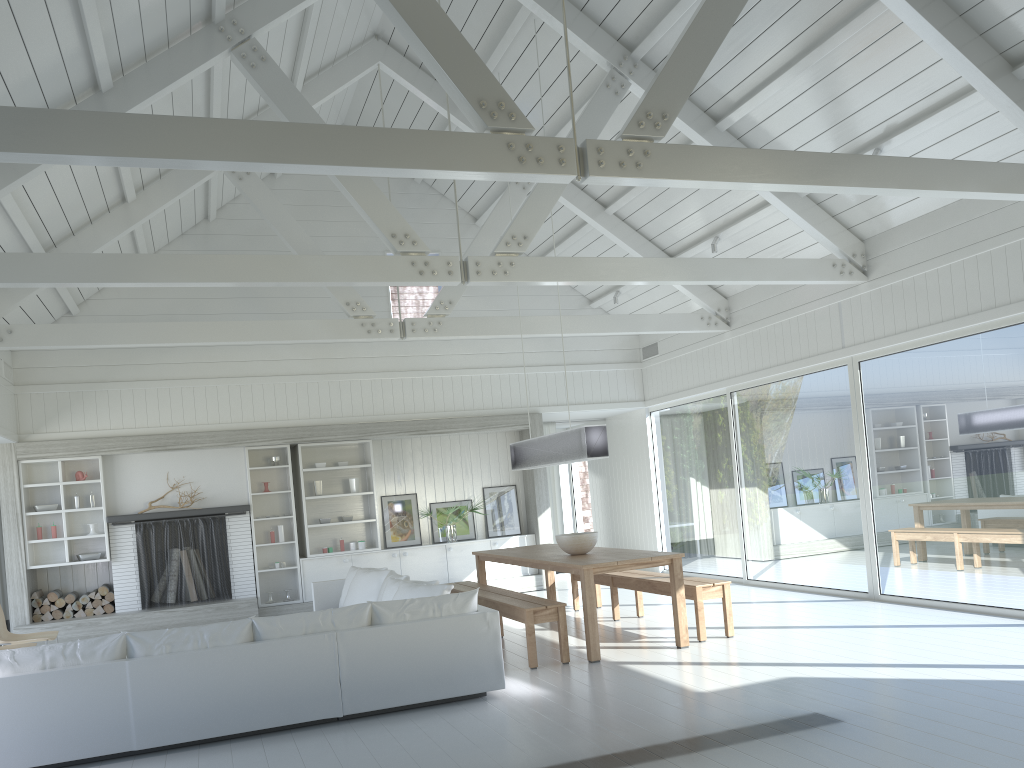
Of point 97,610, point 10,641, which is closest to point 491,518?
point 97,610

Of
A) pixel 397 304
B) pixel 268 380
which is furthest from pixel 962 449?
pixel 397 304

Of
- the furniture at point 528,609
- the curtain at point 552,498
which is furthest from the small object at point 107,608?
the curtain at point 552,498

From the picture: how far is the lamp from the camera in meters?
7.4 m

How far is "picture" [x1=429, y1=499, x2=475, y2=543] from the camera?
11.8m

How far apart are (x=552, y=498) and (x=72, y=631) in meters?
6.7 m

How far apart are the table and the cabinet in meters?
2.3

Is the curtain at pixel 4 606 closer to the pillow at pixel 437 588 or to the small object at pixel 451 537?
the small object at pixel 451 537

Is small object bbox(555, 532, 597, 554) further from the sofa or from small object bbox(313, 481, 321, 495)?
small object bbox(313, 481, 321, 495)

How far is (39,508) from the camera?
10.04m
